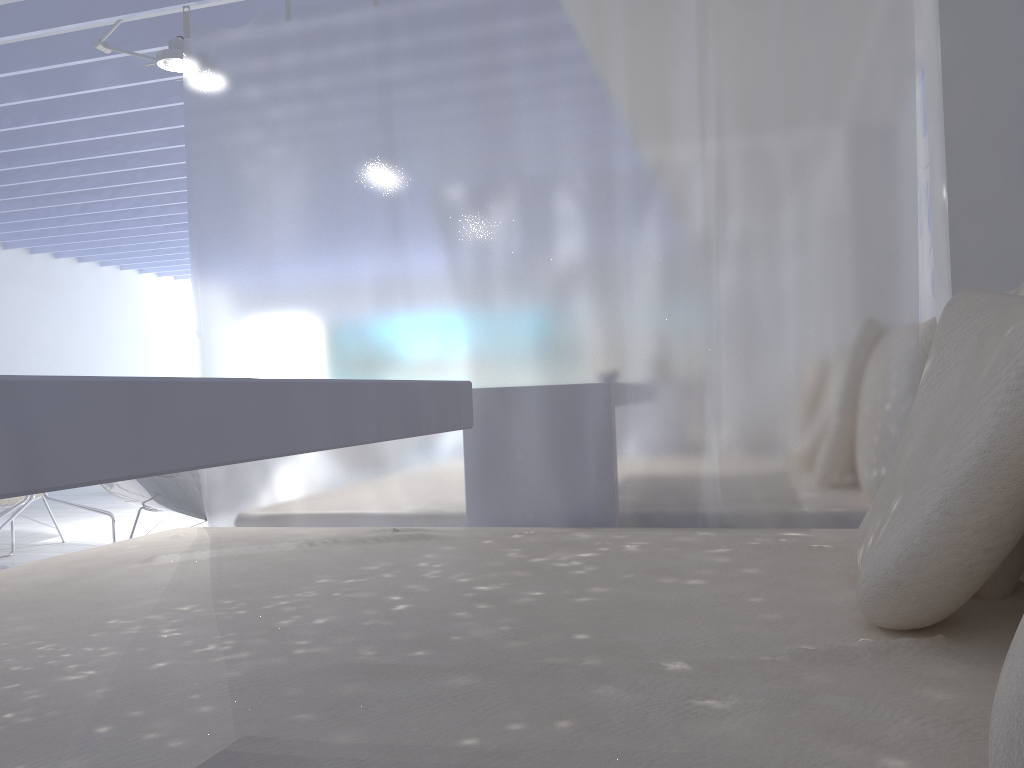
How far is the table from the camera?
0.5 meters

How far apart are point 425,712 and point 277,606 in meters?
0.6

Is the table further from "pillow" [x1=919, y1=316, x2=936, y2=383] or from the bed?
"pillow" [x1=919, y1=316, x2=936, y2=383]

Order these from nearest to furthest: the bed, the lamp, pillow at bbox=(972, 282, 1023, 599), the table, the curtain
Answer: the table
the bed
pillow at bbox=(972, 282, 1023, 599)
the curtain
the lamp

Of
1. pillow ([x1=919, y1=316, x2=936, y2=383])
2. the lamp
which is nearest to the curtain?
pillow ([x1=919, y1=316, x2=936, y2=383])

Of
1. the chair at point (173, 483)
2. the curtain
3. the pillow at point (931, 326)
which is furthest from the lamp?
the pillow at point (931, 326)

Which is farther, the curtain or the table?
the curtain

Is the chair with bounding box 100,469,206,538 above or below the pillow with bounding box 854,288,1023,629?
below

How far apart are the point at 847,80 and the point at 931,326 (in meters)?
0.64

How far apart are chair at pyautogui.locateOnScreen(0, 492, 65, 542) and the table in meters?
4.4
